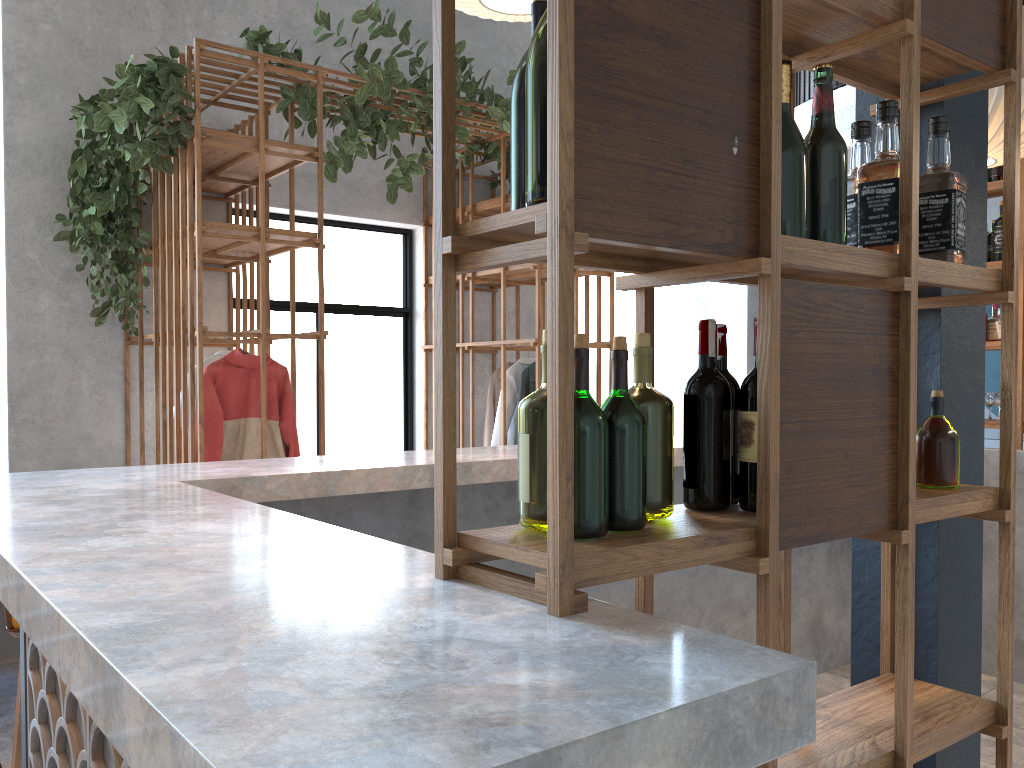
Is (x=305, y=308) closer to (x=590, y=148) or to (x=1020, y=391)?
(x=1020, y=391)

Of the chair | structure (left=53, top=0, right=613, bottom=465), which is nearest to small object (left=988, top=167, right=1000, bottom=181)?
structure (left=53, top=0, right=613, bottom=465)

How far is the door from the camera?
6.2m

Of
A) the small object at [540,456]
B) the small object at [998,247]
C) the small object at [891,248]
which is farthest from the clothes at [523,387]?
the small object at [540,456]

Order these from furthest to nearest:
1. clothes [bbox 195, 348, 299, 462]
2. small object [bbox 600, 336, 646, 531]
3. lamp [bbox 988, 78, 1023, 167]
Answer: clothes [bbox 195, 348, 299, 462] < lamp [bbox 988, 78, 1023, 167] < small object [bbox 600, 336, 646, 531]

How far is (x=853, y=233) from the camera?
1.7 meters

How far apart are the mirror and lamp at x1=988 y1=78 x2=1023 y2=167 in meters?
3.4

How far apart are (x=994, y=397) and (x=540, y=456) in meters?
4.4

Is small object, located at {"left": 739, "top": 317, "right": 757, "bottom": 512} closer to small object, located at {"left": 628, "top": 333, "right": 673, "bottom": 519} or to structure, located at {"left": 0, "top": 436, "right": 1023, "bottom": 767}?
small object, located at {"left": 628, "top": 333, "right": 673, "bottom": 519}

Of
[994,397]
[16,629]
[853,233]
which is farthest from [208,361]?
[994,397]
